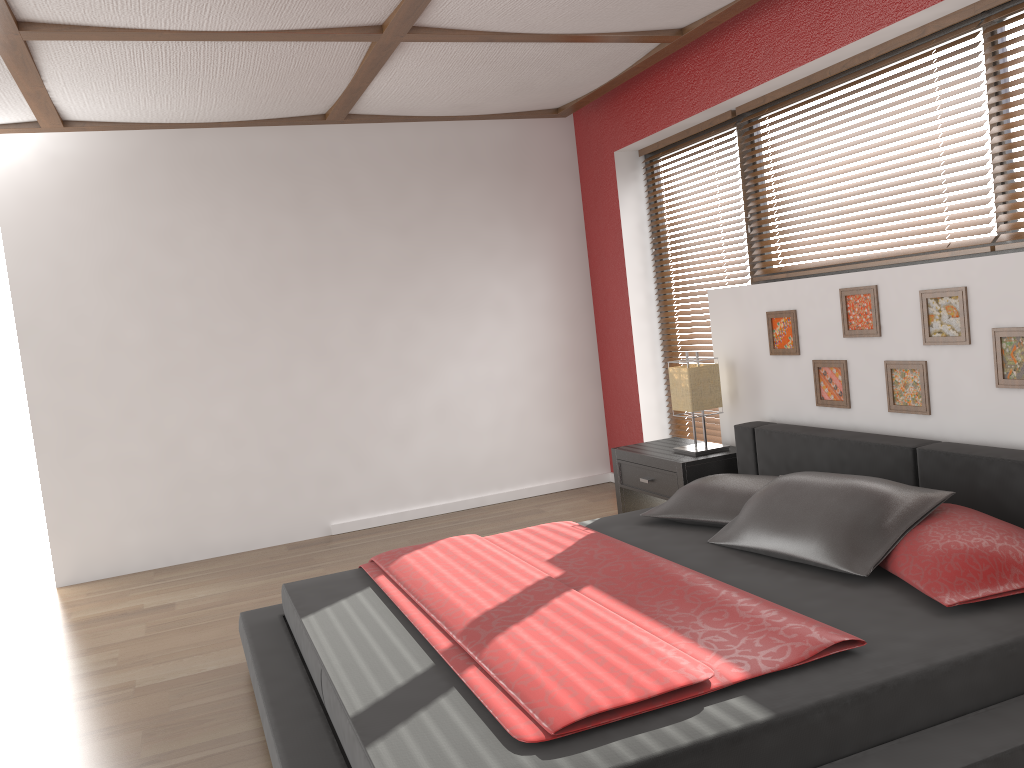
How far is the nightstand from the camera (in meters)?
4.13

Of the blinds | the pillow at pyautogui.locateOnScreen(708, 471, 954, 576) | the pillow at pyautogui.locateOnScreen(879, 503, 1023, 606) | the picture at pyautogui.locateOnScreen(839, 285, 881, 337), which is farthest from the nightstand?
the pillow at pyautogui.locateOnScreen(879, 503, 1023, 606)

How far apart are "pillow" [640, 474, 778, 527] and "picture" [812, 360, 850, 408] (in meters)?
0.56

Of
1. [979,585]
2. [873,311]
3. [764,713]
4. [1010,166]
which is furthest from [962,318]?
[764,713]

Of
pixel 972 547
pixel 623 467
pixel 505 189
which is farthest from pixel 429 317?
pixel 972 547

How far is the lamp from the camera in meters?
4.2 m

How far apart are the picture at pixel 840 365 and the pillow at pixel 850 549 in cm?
78

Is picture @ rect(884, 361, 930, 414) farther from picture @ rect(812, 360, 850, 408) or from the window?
the window

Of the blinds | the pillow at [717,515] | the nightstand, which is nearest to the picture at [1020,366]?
the blinds

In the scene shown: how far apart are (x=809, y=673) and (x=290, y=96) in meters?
3.5
